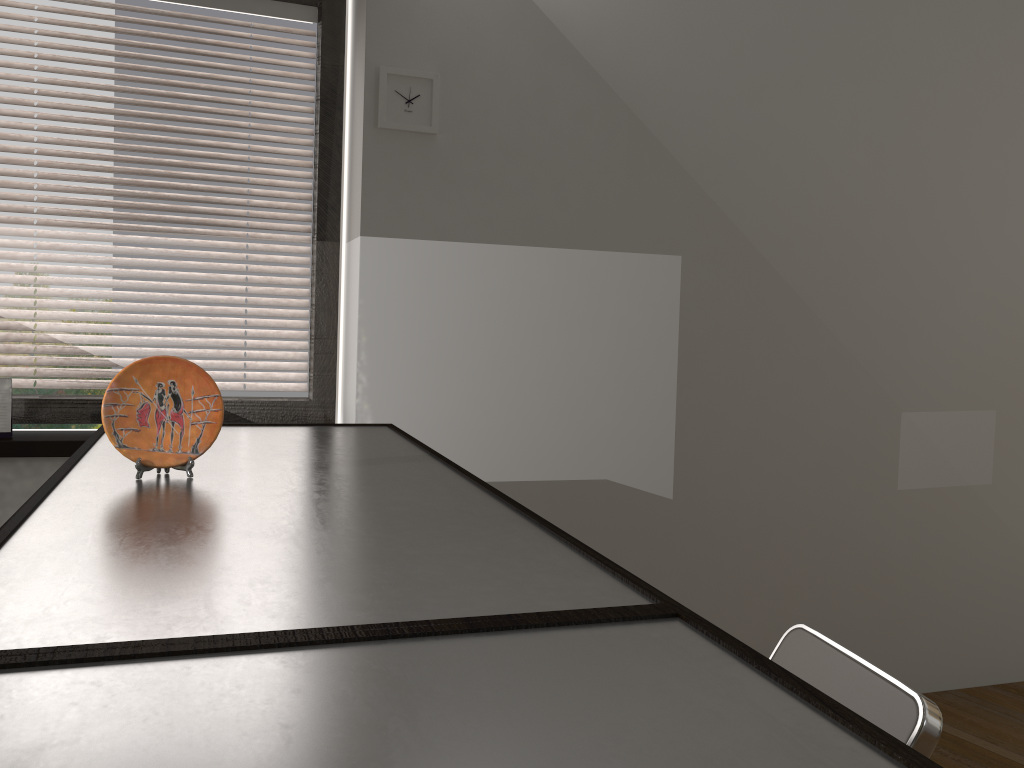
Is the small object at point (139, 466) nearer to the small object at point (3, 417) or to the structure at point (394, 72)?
the small object at point (3, 417)

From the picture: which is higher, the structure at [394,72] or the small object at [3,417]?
the structure at [394,72]

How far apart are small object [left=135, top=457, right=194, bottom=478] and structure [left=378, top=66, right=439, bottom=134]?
1.5 meters

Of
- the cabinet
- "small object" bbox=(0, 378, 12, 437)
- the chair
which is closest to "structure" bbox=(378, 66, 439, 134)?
the cabinet

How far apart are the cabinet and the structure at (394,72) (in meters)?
0.99

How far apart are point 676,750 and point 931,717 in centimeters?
97cm

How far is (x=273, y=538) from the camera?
1.1 meters

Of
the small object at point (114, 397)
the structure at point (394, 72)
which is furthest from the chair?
the structure at point (394, 72)

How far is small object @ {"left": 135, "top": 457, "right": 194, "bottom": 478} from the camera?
1.4m

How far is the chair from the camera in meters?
1.3 m
